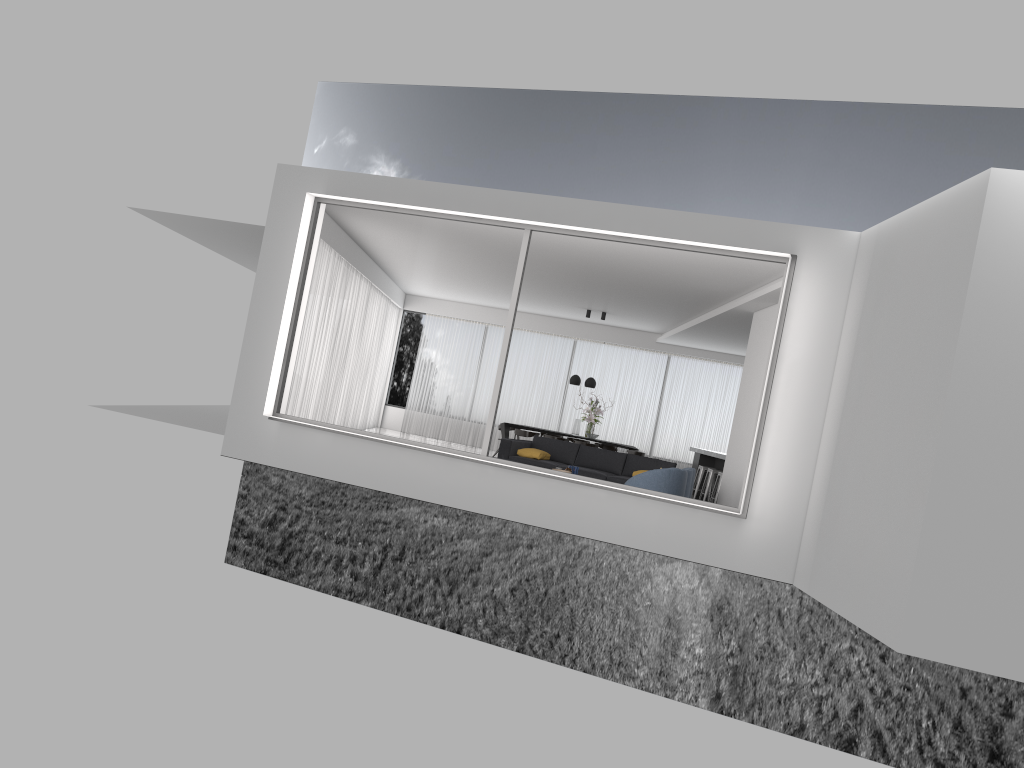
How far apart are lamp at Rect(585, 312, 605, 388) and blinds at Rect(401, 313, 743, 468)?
2.2m

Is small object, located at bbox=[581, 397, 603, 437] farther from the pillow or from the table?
the pillow

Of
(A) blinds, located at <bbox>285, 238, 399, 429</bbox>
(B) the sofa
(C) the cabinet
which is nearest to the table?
(A) blinds, located at <bbox>285, 238, 399, 429</bbox>

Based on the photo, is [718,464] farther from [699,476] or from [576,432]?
[576,432]

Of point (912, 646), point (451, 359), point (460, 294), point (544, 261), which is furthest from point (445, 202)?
point (451, 359)

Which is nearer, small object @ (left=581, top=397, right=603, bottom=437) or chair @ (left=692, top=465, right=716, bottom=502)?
chair @ (left=692, top=465, right=716, bottom=502)

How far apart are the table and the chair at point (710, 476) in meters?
4.2 m

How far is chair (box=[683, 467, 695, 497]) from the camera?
10.93m

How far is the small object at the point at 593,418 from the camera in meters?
16.7

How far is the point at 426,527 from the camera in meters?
37.2 m
